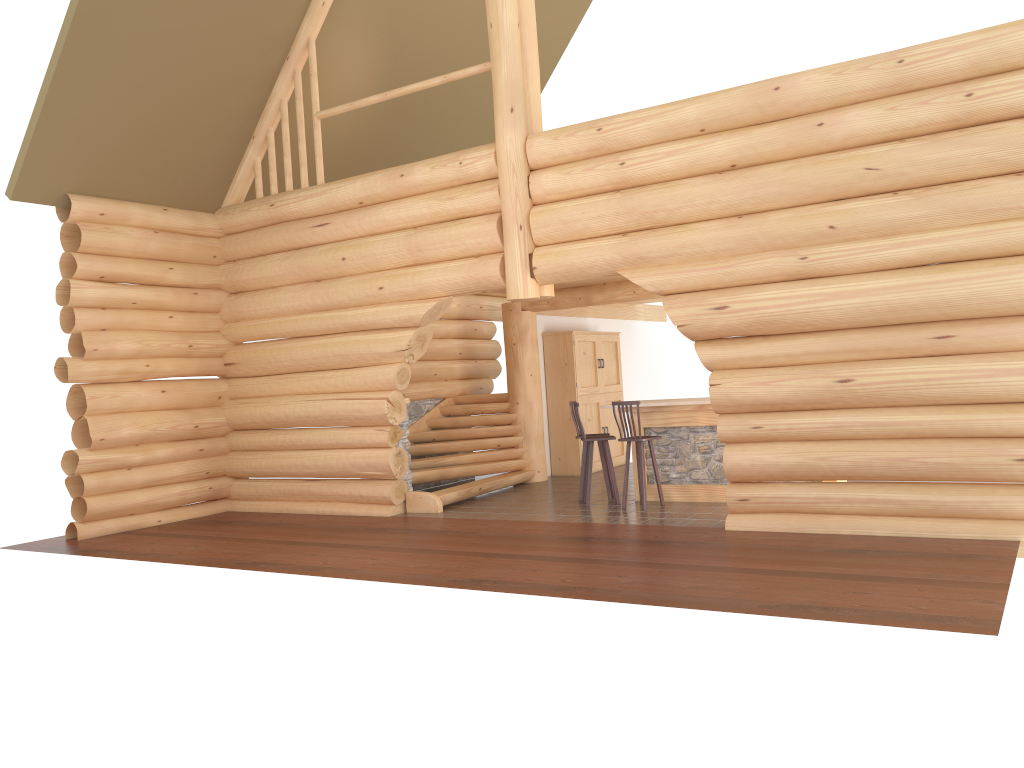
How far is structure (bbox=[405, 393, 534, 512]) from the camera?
12.2m

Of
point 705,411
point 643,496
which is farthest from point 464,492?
point 705,411

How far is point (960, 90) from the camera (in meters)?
7.91

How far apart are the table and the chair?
0.35m

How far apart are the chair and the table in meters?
0.3

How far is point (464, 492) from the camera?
12.2 meters

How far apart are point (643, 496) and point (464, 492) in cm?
273

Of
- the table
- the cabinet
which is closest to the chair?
the table

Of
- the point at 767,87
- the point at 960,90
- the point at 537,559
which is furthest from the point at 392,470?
the point at 960,90

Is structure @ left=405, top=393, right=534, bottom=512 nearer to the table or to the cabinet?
the cabinet
